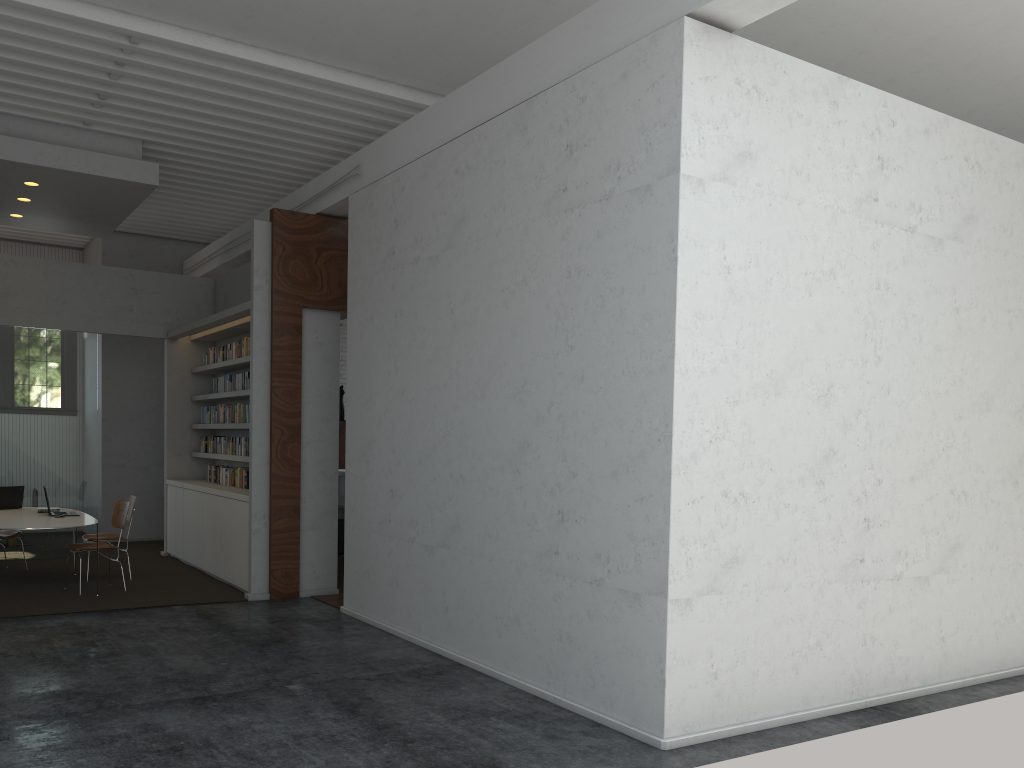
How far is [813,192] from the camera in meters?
5.4
